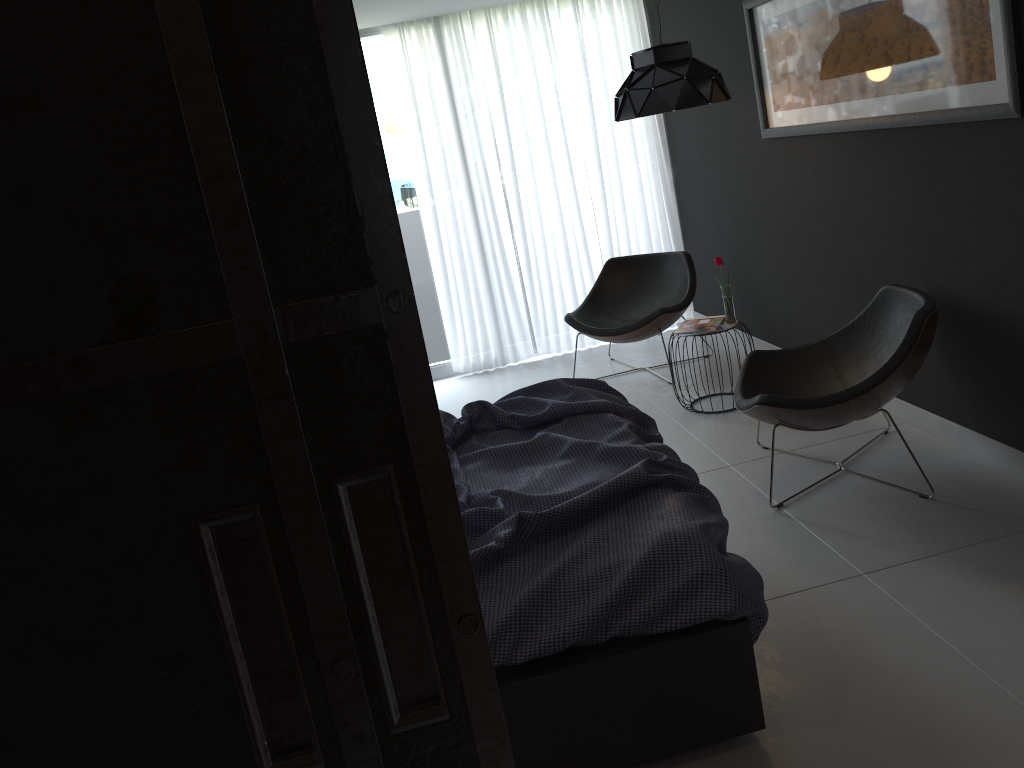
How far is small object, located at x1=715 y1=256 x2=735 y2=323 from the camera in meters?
4.6

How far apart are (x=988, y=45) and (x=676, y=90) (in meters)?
1.45

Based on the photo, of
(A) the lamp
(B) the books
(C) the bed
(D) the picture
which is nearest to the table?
(B) the books

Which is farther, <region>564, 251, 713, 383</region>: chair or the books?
<region>564, 251, 713, 383</region>: chair

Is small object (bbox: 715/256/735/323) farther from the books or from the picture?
the picture

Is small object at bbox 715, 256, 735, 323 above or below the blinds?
below

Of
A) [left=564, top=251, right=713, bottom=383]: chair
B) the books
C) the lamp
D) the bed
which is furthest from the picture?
the bed

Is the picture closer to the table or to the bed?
the table

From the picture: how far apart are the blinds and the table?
1.9 meters

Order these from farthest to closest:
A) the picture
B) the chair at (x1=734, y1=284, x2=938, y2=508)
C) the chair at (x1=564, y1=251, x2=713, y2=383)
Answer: the chair at (x1=564, y1=251, x2=713, y2=383), the chair at (x1=734, y1=284, x2=938, y2=508), the picture
